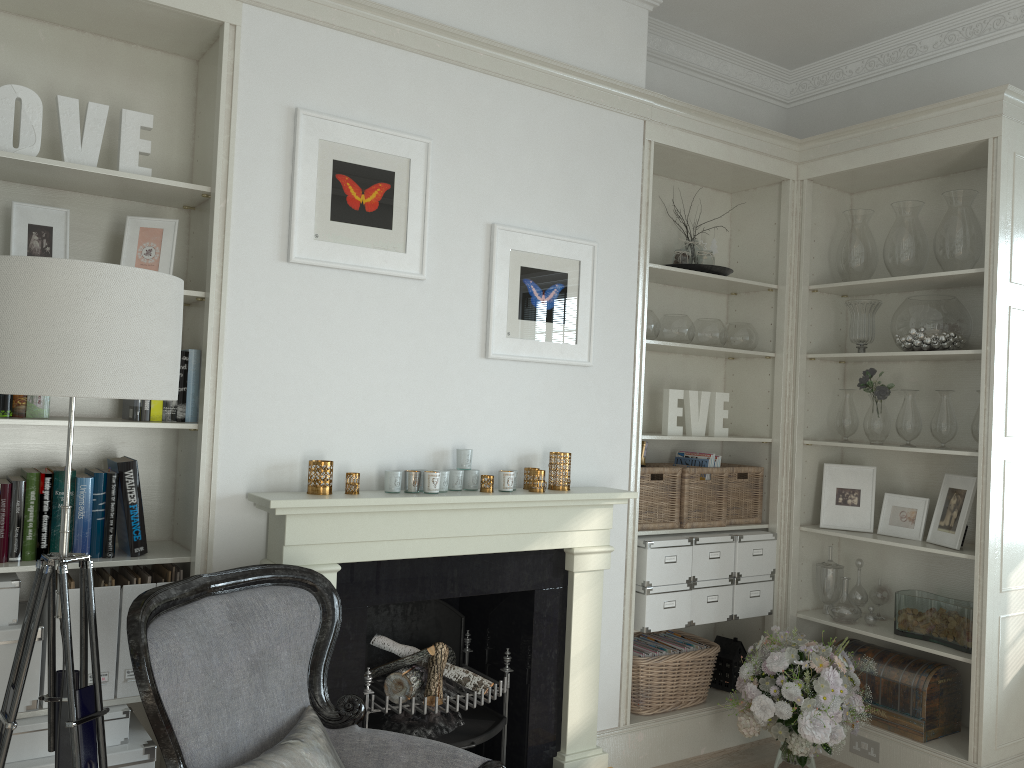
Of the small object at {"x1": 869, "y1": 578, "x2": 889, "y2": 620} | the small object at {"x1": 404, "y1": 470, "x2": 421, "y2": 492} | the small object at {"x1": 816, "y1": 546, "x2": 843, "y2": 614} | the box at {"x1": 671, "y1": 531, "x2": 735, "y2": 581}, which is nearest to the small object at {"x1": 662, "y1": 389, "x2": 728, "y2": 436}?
the box at {"x1": 671, "y1": 531, "x2": 735, "y2": 581}

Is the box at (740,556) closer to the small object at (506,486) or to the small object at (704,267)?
the small object at (704,267)

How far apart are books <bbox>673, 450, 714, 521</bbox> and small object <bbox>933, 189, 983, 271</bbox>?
1.3m

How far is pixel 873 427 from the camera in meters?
4.1

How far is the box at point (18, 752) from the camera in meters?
2.4 m

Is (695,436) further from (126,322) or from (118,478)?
(126,322)

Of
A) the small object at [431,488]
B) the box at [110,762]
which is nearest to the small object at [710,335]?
the small object at [431,488]

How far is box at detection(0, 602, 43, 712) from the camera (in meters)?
2.44

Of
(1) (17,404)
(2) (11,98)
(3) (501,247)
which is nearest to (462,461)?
(3) (501,247)

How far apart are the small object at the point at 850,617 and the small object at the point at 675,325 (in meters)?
1.31
